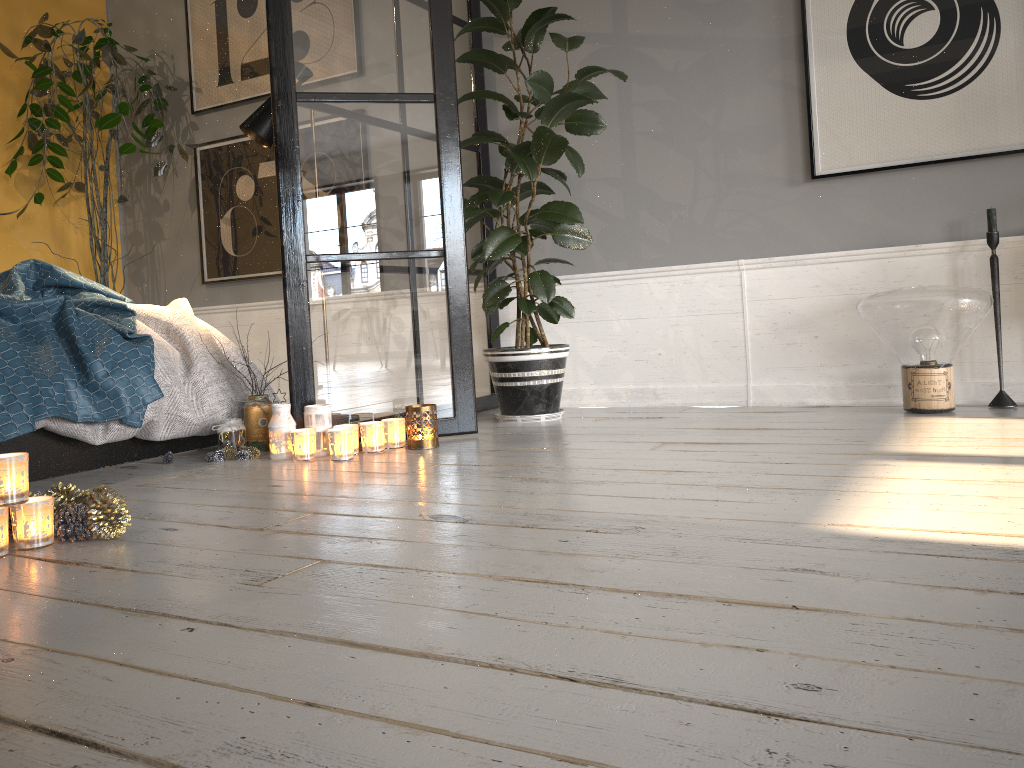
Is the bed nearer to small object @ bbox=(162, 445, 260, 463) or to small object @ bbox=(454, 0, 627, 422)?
small object @ bbox=(162, 445, 260, 463)

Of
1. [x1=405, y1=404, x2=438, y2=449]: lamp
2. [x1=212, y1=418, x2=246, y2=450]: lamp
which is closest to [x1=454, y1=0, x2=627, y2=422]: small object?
[x1=405, y1=404, x2=438, y2=449]: lamp

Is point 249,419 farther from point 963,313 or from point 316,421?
point 963,313

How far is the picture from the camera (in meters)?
3.12

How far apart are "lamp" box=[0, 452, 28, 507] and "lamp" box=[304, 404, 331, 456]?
1.1 meters

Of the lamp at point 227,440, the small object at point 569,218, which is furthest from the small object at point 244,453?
the small object at point 569,218

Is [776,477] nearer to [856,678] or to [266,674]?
→ [856,678]

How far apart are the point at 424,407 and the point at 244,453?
0.6m

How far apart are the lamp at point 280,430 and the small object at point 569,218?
0.9m

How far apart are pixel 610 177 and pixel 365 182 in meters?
1.3
